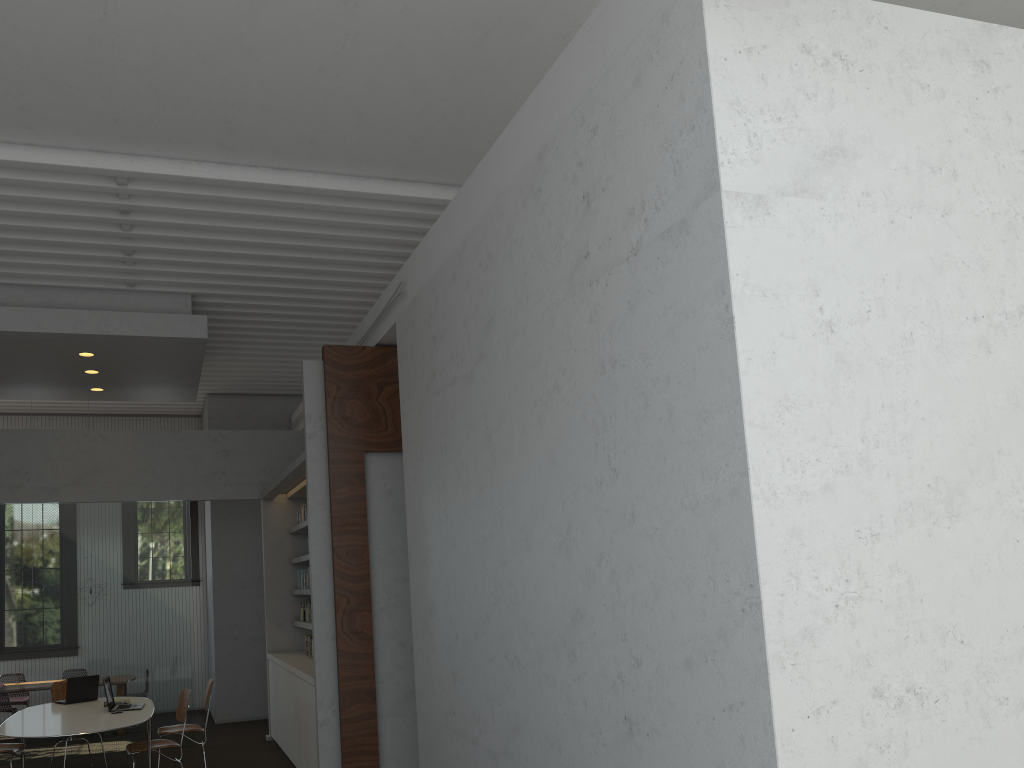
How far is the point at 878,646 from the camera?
2.93m

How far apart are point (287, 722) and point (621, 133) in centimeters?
707cm
